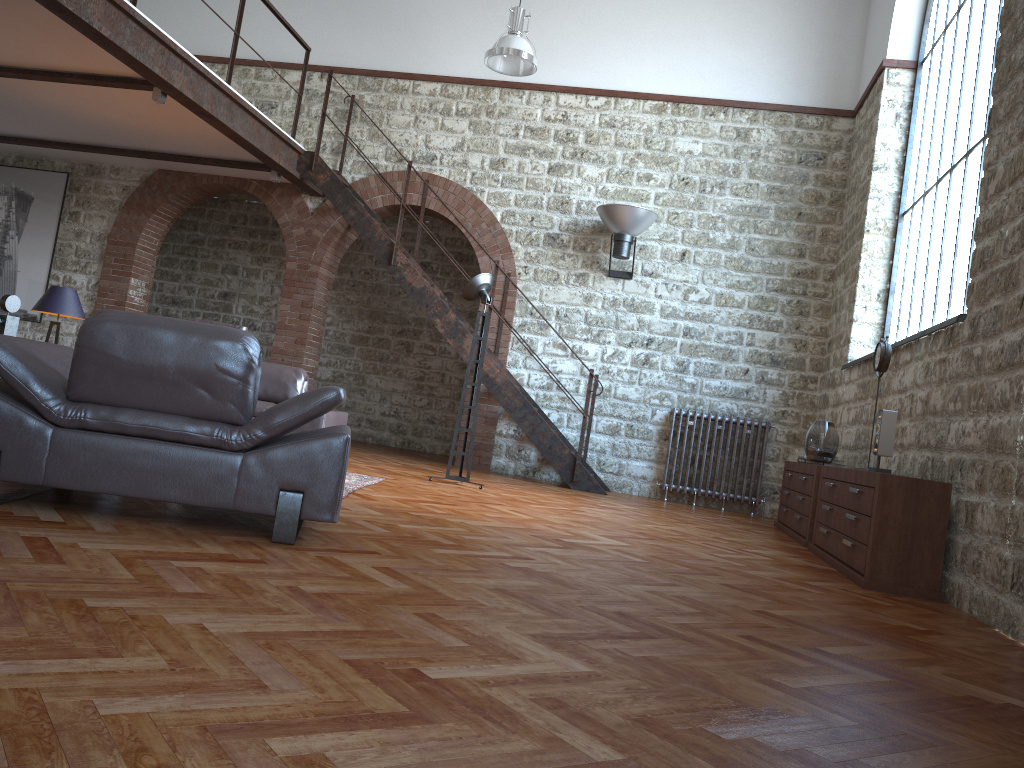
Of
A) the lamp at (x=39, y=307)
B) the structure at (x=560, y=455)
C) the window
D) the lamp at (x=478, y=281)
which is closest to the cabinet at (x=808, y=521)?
the window

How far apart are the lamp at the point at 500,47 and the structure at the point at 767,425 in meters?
3.7

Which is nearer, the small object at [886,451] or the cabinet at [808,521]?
the small object at [886,451]

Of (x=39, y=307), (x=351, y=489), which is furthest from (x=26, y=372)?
(x=39, y=307)

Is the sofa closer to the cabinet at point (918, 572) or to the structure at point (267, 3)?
the structure at point (267, 3)

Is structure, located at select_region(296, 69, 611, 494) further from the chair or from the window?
the chair

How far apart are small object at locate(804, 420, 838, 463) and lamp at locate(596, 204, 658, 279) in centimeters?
306cm

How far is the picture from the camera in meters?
10.6 m

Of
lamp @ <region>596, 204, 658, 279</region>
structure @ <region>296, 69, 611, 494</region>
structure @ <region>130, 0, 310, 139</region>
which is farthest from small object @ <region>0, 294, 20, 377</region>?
lamp @ <region>596, 204, 658, 279</region>

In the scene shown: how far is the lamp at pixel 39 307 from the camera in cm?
717
